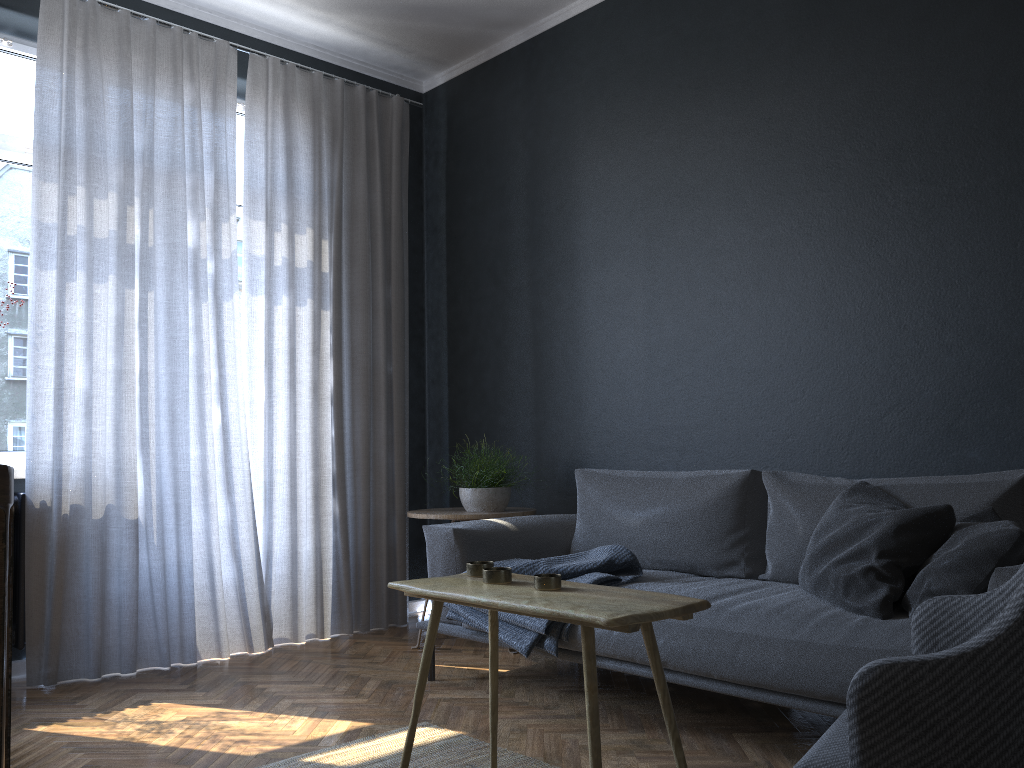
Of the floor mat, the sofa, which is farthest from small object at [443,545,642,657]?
the floor mat

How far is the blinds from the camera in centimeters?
353cm

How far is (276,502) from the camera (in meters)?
4.07

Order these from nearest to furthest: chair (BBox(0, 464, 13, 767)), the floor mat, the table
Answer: chair (BBox(0, 464, 13, 767))
the table
the floor mat

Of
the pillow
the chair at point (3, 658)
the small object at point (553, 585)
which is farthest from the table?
the chair at point (3, 658)

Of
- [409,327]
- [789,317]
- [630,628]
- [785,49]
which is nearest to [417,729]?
[630,628]

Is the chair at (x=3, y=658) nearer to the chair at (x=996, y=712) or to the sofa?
the chair at (x=996, y=712)

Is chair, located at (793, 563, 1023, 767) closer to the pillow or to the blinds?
the pillow

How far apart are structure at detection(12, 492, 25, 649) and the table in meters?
2.0 m

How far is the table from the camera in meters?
1.7
